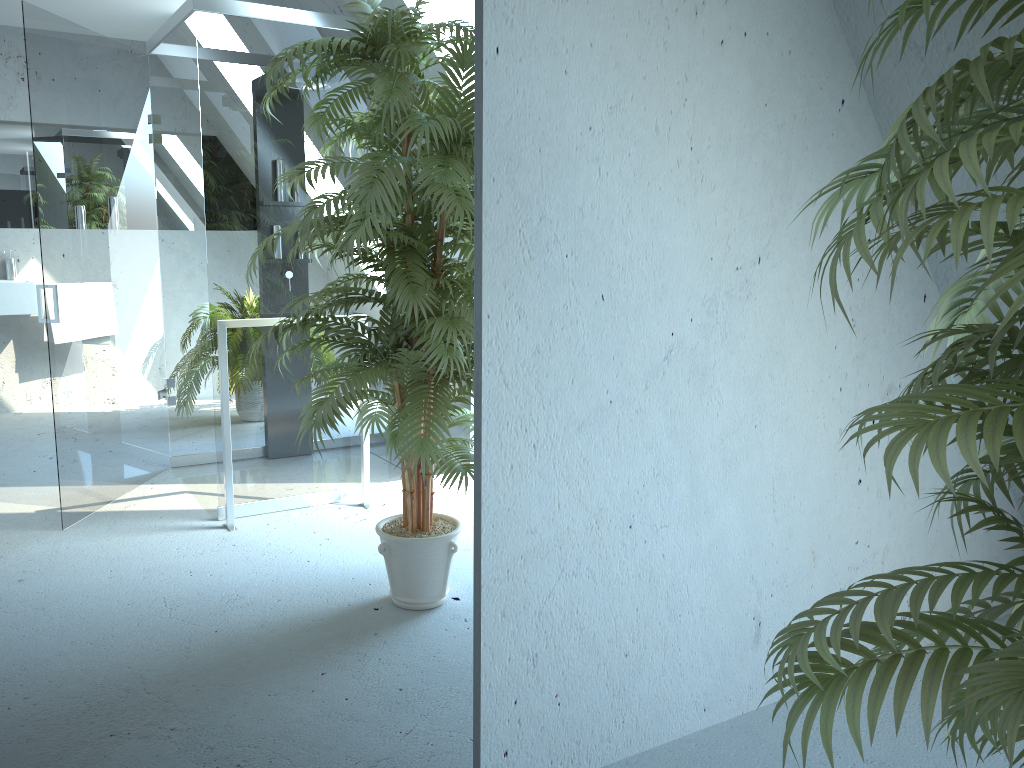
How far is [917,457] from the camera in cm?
85

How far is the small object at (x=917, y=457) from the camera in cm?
85

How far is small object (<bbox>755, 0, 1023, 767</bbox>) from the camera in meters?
0.9
